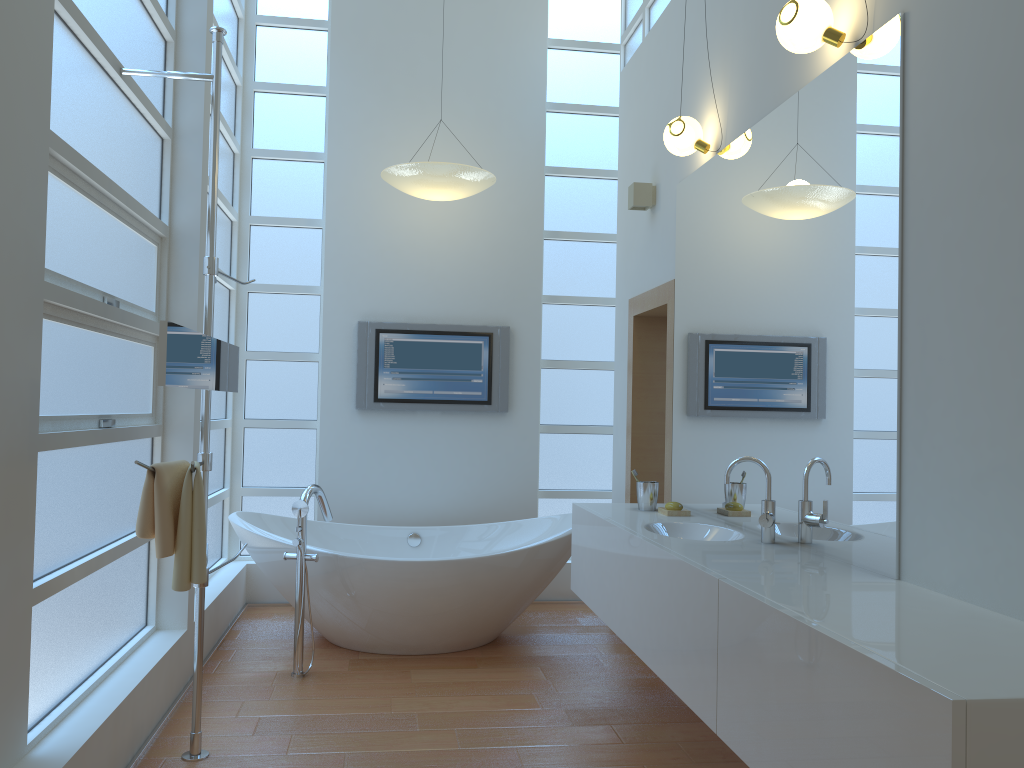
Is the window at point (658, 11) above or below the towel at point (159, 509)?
above

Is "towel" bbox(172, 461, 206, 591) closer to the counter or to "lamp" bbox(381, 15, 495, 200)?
the counter

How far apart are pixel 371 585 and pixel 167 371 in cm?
192

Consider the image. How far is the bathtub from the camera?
3.95m

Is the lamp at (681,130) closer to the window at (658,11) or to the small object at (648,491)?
the window at (658,11)

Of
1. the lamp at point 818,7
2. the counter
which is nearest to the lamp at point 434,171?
the counter

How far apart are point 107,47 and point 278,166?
2.52m

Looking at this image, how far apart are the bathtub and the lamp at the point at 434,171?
1.70m

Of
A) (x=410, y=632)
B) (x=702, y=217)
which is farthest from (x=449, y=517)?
(x=702, y=217)

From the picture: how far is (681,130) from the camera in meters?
3.5
